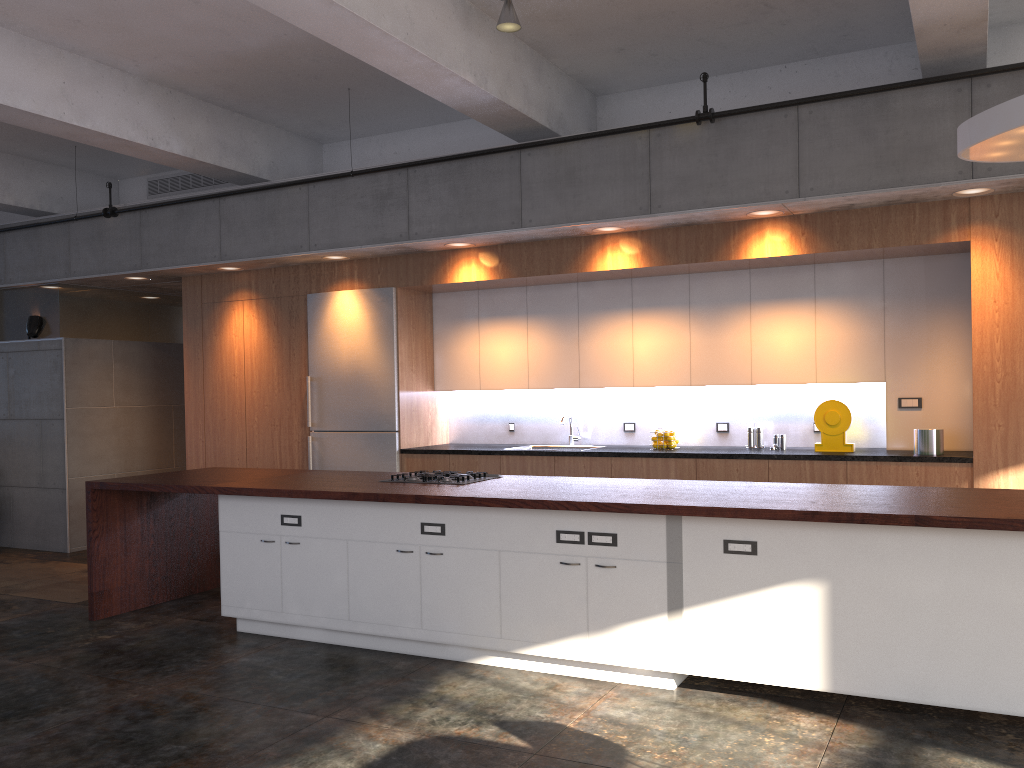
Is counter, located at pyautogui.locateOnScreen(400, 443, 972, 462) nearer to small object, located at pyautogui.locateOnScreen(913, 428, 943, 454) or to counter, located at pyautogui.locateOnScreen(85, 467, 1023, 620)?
small object, located at pyautogui.locateOnScreen(913, 428, 943, 454)

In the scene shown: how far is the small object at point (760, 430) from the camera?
6.8 meters

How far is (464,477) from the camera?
5.53m

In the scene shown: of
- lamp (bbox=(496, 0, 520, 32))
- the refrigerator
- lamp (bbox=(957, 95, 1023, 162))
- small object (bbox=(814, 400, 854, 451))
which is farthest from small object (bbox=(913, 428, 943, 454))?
the refrigerator

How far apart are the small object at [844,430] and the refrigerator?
3.5m

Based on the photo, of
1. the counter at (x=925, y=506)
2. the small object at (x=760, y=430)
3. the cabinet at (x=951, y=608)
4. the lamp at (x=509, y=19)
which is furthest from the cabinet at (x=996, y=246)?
the cabinet at (x=951, y=608)

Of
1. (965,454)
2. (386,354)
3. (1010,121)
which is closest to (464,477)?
(386,354)

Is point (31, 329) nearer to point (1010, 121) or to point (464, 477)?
point (464, 477)

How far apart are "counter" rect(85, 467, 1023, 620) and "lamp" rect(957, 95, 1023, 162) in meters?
1.7 m

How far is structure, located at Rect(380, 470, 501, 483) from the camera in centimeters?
553cm
